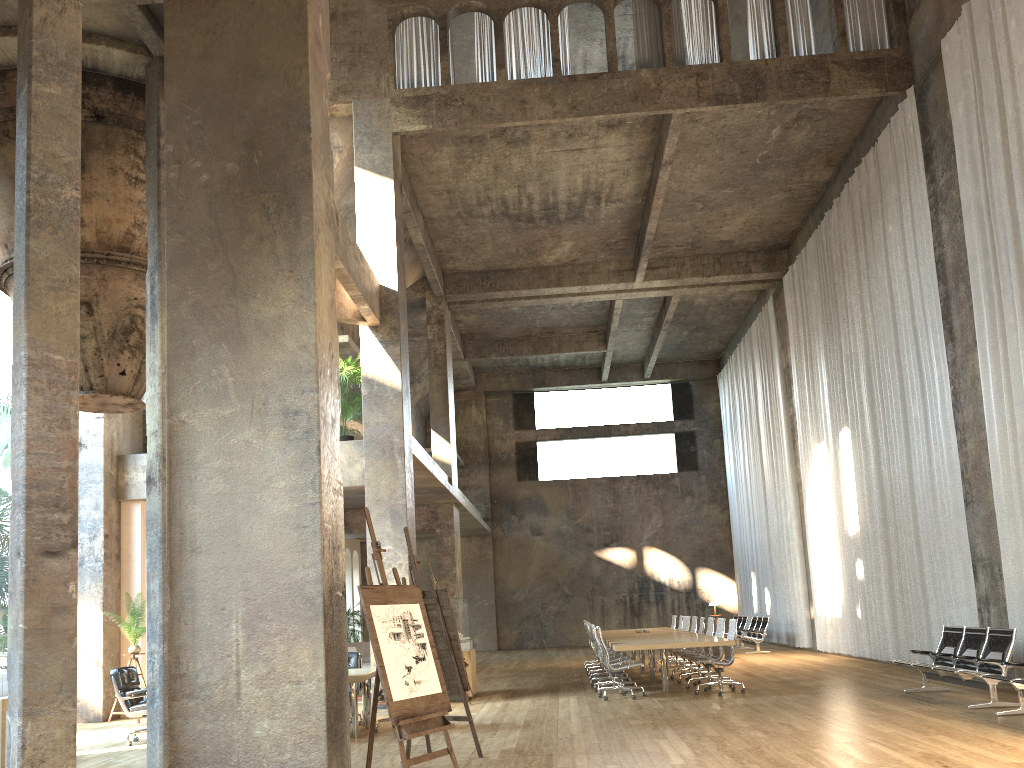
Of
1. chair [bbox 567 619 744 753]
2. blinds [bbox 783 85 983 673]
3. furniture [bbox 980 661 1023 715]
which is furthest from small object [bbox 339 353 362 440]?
furniture [bbox 980 661 1023 715]

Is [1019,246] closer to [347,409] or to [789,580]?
[347,409]

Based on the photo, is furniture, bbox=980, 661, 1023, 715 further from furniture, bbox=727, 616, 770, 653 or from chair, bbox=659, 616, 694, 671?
furniture, bbox=727, 616, 770, 653

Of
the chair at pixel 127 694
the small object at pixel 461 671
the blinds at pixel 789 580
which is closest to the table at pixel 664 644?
the small object at pixel 461 671

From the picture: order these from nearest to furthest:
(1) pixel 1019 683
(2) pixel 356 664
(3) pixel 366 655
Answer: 1. (1) pixel 1019 683
2. (2) pixel 356 664
3. (3) pixel 366 655

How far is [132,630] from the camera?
12.47m

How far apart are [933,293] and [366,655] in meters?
14.9

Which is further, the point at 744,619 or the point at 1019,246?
the point at 744,619

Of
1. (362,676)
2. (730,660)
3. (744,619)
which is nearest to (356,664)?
(362,676)

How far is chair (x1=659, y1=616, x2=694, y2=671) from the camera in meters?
16.5
